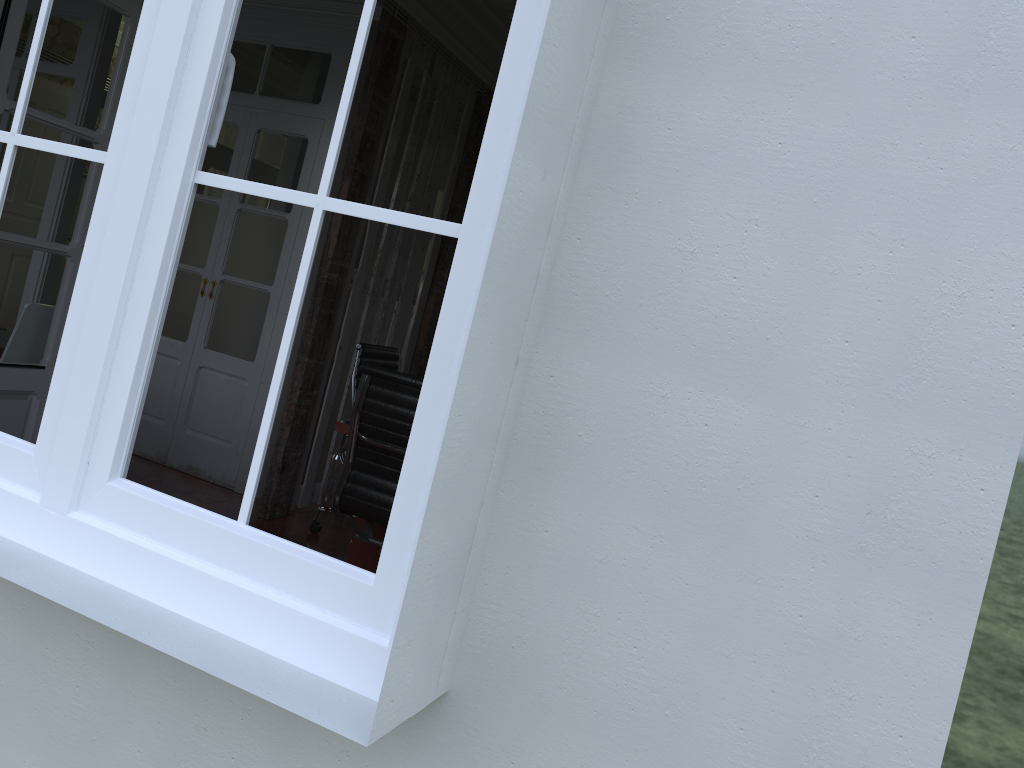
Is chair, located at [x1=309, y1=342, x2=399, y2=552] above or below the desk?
above

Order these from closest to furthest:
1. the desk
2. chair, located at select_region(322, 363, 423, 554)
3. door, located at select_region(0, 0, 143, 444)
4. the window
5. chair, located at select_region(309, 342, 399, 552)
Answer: the window < door, located at select_region(0, 0, 143, 444) < chair, located at select_region(322, 363, 423, 554) < the desk < chair, located at select_region(309, 342, 399, 552)

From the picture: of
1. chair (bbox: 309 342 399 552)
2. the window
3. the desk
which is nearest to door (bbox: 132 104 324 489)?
chair (bbox: 309 342 399 552)

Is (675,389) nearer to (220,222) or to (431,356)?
(431,356)

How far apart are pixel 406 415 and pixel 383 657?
2.0m

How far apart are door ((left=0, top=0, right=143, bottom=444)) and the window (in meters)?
1.35

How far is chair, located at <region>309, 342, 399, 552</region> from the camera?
4.54m

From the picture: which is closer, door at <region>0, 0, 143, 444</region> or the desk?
A: door at <region>0, 0, 143, 444</region>

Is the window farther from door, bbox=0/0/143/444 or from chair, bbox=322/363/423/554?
chair, bbox=322/363/423/554

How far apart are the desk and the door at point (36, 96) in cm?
109
